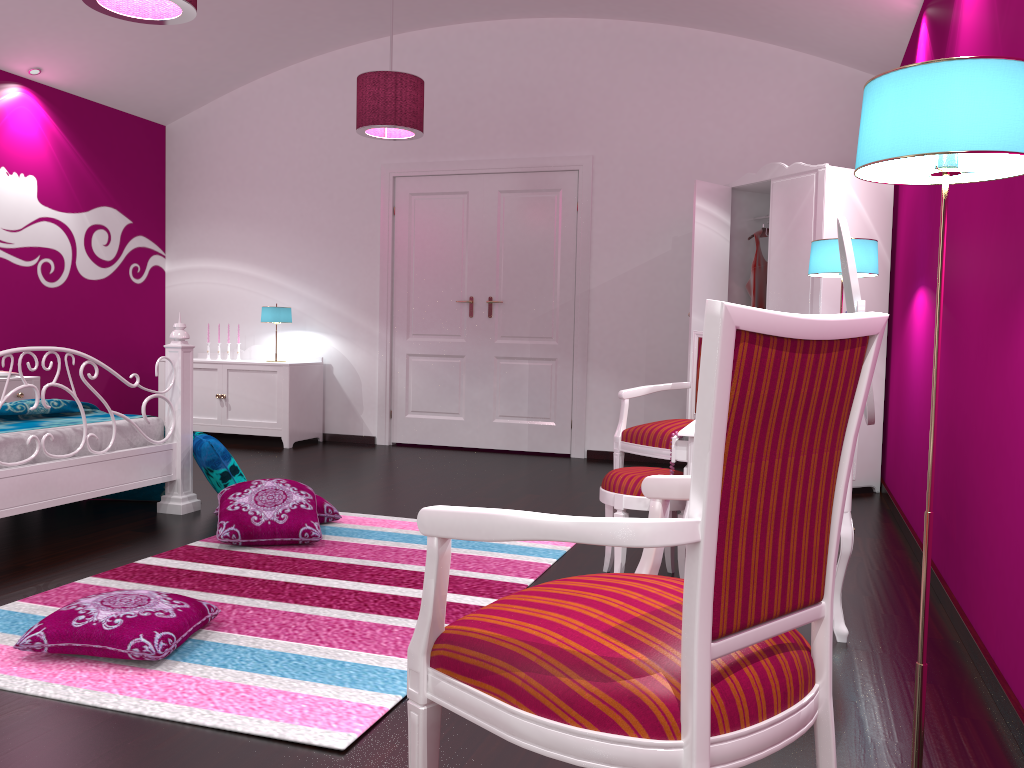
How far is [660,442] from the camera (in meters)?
3.90

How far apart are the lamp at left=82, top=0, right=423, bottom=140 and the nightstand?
2.6 meters

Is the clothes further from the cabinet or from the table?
the cabinet

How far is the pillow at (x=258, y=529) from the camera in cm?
342

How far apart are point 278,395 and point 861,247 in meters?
4.2

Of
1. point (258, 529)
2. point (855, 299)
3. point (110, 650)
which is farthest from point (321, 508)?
point (855, 299)

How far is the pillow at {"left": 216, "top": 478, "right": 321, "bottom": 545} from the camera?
3.4m

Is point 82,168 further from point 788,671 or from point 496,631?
point 788,671

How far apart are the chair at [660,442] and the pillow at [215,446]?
1.7 meters

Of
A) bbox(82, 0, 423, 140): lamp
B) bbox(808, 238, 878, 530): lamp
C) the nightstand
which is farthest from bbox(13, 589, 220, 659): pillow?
the nightstand
